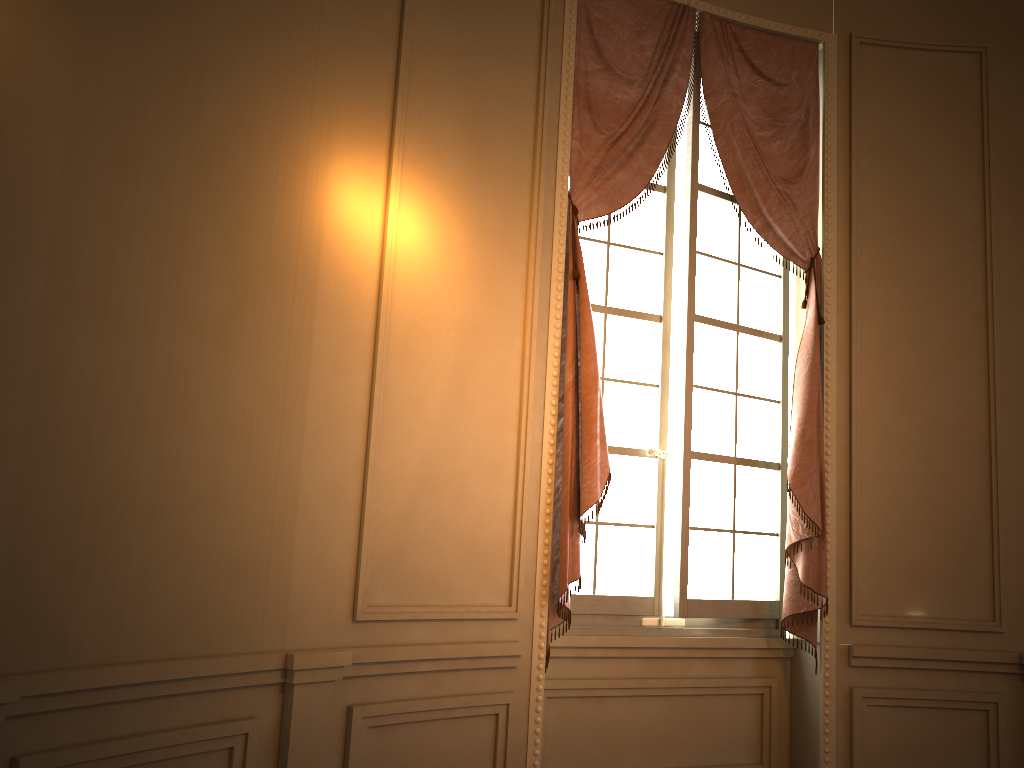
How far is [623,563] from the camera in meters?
3.8 m

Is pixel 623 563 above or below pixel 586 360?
below

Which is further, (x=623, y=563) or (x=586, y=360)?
(x=623, y=563)

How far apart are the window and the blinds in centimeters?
6cm

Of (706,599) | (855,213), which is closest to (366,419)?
(706,599)

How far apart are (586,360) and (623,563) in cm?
95

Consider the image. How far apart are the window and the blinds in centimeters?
6cm

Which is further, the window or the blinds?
the window

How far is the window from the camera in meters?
3.8

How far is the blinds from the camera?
3.46m
